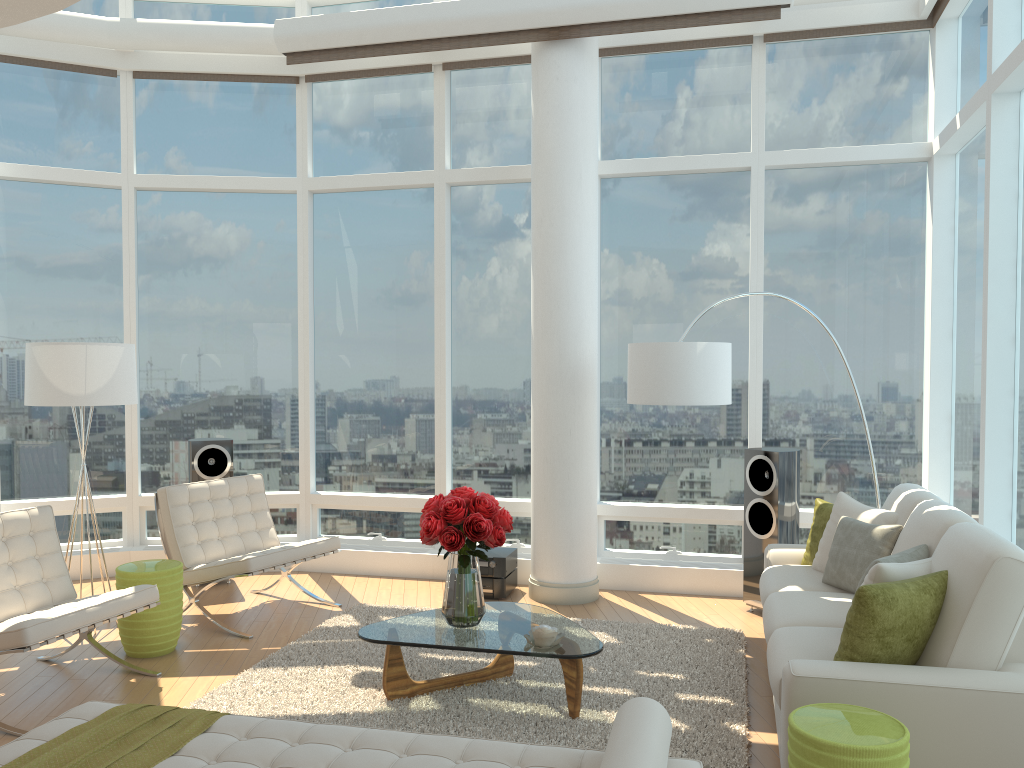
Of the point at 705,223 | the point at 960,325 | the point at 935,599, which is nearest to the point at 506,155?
the point at 705,223

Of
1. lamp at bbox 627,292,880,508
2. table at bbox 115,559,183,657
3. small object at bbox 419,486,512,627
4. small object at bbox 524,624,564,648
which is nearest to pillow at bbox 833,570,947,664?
small object at bbox 524,624,564,648

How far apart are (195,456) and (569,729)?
4.1m

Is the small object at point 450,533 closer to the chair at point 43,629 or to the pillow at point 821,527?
the chair at point 43,629

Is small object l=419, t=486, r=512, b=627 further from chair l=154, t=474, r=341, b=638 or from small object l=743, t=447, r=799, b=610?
small object l=743, t=447, r=799, b=610

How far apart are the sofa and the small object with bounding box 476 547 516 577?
1.94m

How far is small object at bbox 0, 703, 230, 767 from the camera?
2.77m

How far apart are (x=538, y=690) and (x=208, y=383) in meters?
4.5 m

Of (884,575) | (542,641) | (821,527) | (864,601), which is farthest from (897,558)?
(542,641)

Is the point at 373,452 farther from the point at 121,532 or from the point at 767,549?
the point at 767,549
